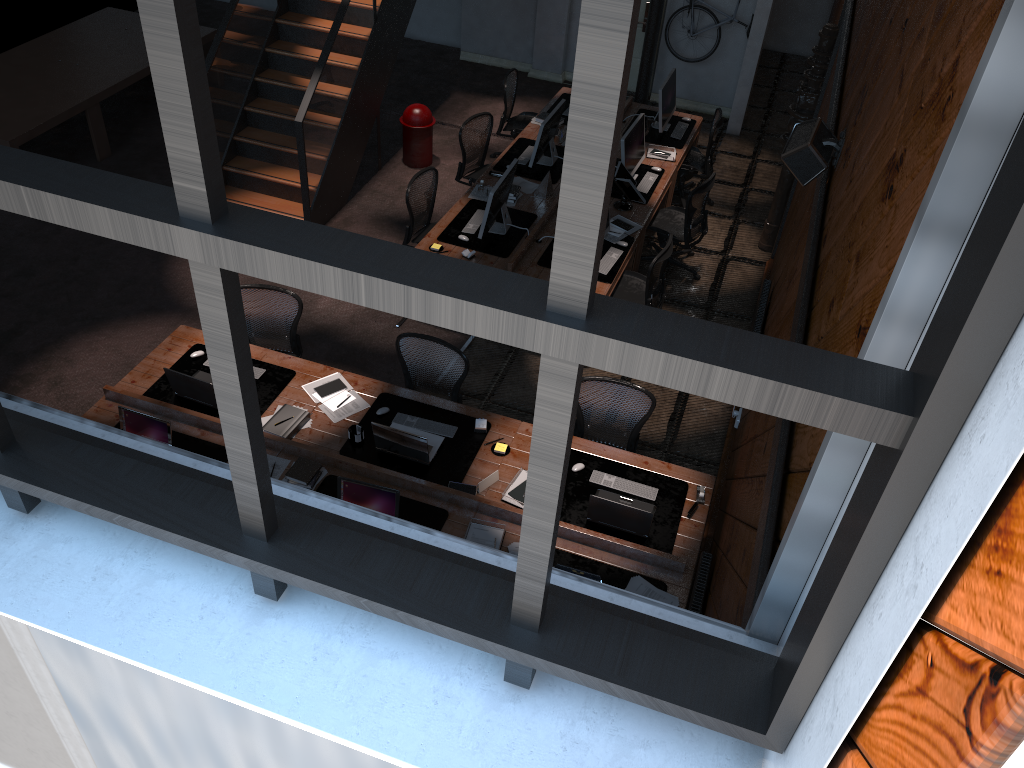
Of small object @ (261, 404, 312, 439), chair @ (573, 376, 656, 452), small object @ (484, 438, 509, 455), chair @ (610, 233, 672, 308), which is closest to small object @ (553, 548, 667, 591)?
small object @ (484, 438, 509, 455)

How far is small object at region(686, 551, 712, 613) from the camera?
5.0 meters

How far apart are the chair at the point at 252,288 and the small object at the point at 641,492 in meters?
2.5

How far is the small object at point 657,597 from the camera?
5.12m

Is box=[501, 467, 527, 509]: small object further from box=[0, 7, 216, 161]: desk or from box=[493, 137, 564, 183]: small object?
box=[0, 7, 216, 161]: desk

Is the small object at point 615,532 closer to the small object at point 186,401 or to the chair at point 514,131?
the small object at point 186,401

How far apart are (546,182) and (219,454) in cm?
428

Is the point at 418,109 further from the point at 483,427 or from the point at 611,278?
the point at 483,427

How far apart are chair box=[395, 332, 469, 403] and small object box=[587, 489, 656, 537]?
1.32m

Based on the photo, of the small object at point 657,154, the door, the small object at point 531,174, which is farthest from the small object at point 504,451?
the door
